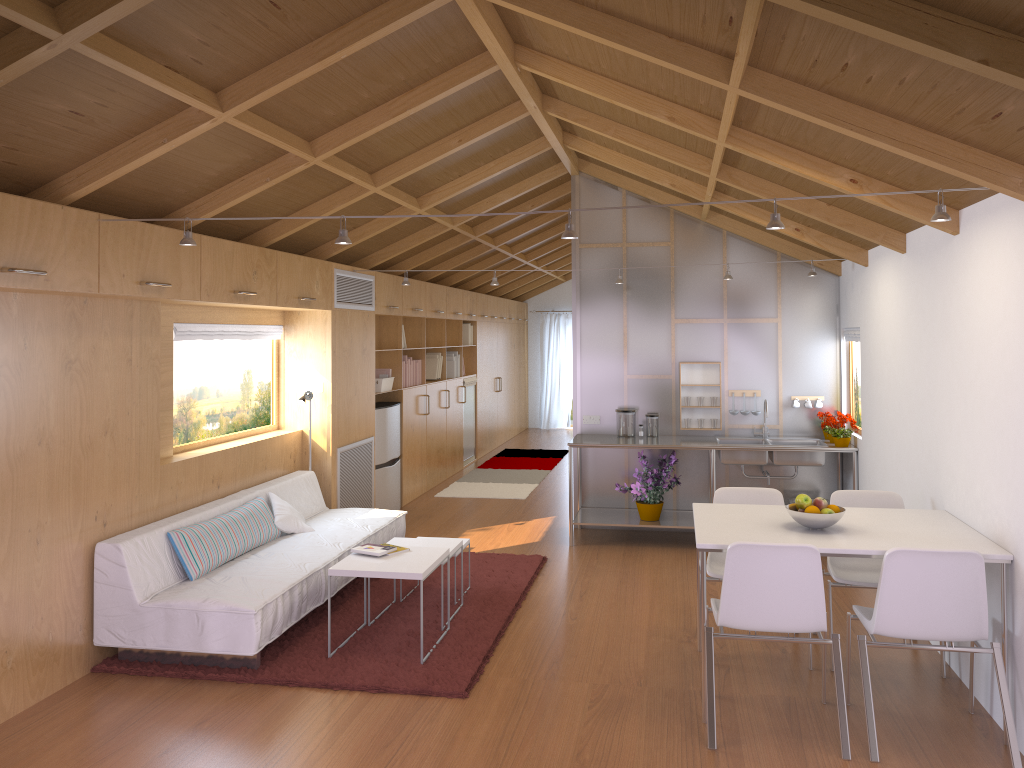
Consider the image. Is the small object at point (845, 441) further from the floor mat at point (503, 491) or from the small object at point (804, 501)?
the floor mat at point (503, 491)

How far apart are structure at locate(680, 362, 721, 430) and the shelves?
0.6 meters

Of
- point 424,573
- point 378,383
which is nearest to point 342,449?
point 378,383

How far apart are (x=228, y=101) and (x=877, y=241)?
3.5m

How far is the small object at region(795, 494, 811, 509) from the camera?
3.9m

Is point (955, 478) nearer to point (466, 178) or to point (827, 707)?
point (827, 707)

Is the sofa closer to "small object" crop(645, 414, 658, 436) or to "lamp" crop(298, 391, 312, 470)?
"lamp" crop(298, 391, 312, 470)

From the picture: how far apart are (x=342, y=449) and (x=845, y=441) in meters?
3.8 m

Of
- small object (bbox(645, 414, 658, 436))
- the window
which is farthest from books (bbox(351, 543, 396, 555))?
small object (bbox(645, 414, 658, 436))

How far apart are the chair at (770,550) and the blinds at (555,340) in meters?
11.2
